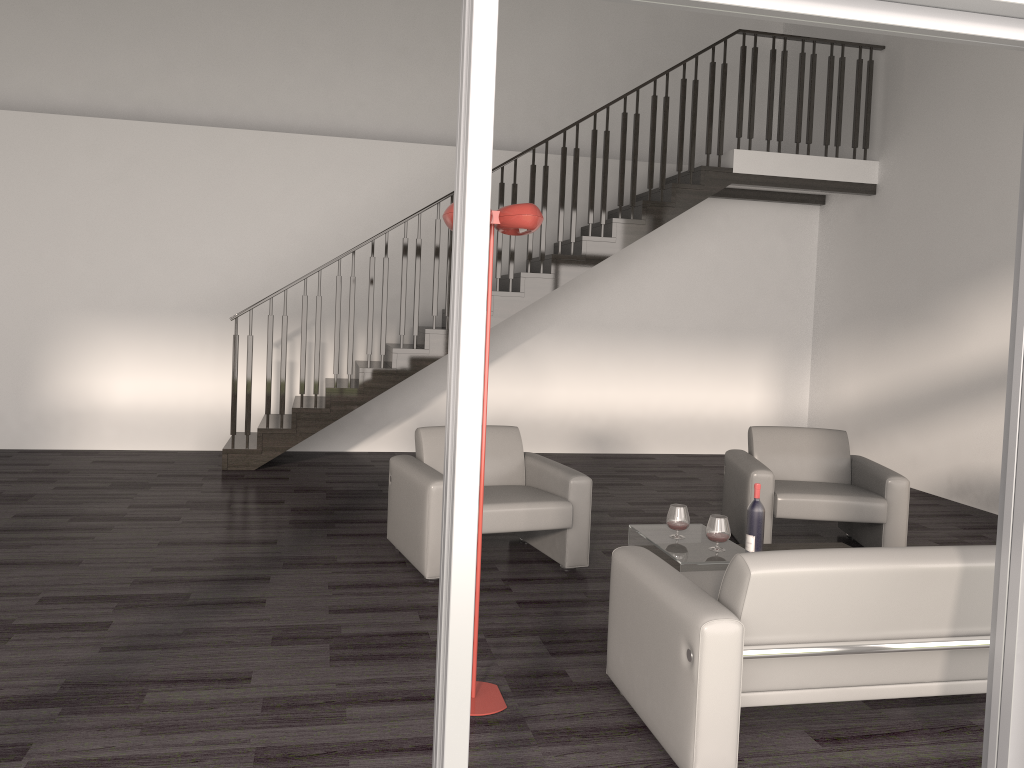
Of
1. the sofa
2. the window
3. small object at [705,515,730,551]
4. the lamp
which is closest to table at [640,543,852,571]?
small object at [705,515,730,551]

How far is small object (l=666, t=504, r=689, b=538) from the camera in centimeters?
430cm

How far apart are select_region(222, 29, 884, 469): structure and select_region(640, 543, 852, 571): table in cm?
365

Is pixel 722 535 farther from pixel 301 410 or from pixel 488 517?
pixel 301 410

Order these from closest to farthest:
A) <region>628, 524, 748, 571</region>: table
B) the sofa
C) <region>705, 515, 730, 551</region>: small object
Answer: Answer: the sofa
<region>628, 524, 748, 571</region>: table
<region>705, 515, 730, 551</region>: small object

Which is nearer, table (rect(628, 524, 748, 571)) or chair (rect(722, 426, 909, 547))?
table (rect(628, 524, 748, 571))

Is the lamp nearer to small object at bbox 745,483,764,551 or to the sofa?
the sofa

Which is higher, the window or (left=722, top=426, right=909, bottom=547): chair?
the window

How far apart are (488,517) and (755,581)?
2.1m

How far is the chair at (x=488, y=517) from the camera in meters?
4.6
